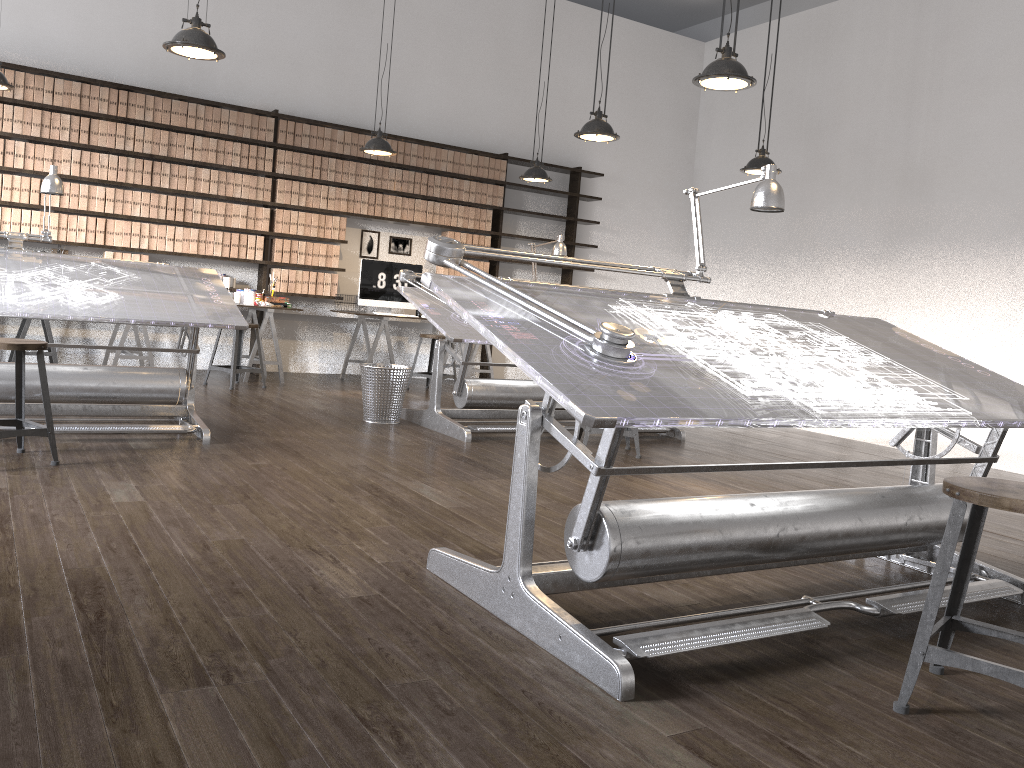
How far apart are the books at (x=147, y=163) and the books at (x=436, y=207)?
2.7 meters

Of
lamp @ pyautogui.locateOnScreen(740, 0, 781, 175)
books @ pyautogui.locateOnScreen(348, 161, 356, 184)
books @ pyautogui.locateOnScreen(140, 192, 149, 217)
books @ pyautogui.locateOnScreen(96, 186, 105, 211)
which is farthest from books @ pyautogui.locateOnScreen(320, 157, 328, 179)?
lamp @ pyautogui.locateOnScreen(740, 0, 781, 175)

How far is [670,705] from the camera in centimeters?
196cm

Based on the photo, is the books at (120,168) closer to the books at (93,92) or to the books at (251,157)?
the books at (93,92)

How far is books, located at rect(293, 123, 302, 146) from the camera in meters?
8.2 m

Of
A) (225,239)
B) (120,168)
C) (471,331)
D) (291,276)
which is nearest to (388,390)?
(471,331)

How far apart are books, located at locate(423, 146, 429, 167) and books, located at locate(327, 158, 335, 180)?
1.0m

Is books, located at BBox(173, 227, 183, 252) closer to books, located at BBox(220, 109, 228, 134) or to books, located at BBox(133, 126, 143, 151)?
books, located at BBox(133, 126, 143, 151)

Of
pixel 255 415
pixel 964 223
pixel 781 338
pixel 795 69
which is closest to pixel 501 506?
pixel 781 338

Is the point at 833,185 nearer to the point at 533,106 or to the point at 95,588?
the point at 533,106
